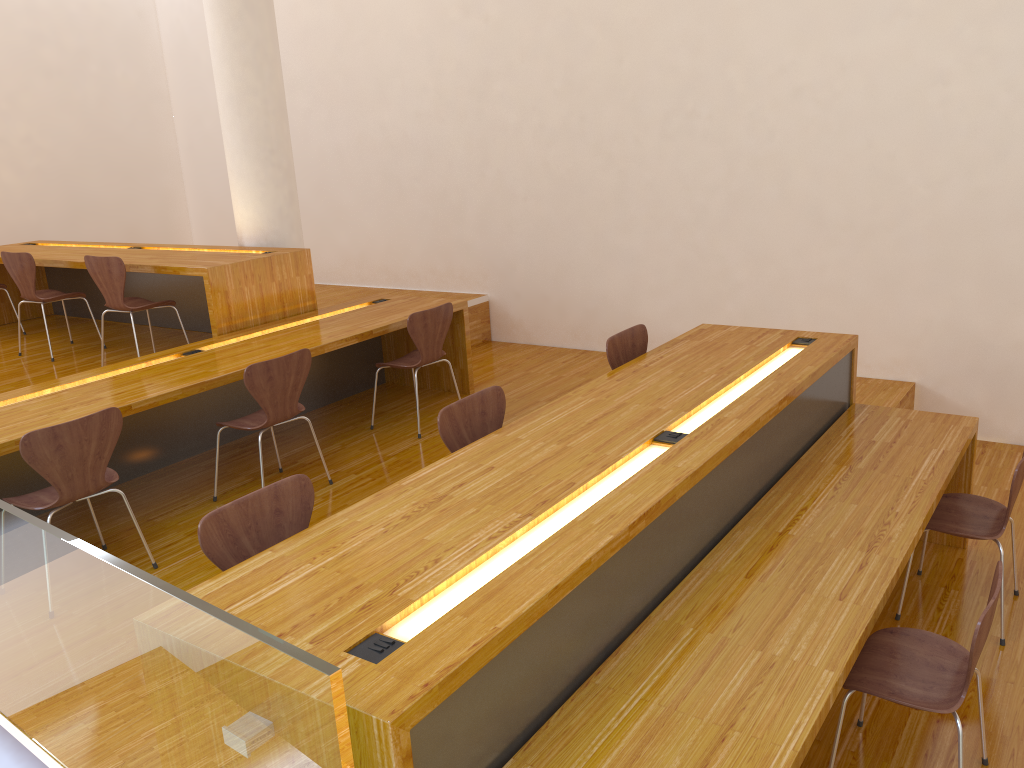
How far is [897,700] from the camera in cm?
234

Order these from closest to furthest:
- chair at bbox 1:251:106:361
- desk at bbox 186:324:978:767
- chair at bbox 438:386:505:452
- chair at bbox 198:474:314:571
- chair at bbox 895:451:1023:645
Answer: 1. desk at bbox 186:324:978:767
2. chair at bbox 198:474:314:571
3. chair at bbox 438:386:505:452
4. chair at bbox 895:451:1023:645
5. chair at bbox 1:251:106:361

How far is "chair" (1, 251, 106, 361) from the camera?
5.5 meters

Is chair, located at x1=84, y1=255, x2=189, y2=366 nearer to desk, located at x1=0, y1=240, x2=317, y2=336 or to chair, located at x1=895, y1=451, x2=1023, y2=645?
desk, located at x1=0, y1=240, x2=317, y2=336

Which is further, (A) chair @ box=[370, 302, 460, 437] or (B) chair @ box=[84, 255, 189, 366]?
(B) chair @ box=[84, 255, 189, 366]

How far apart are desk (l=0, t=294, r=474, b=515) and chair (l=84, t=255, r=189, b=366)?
0.57m

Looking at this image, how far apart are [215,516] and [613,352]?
2.1 meters

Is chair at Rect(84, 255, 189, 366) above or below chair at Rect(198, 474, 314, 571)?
above

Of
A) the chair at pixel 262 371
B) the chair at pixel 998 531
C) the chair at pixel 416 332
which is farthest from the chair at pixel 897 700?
the chair at pixel 416 332

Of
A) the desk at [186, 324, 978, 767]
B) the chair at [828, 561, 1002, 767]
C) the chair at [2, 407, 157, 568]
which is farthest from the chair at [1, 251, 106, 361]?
the chair at [828, 561, 1002, 767]
